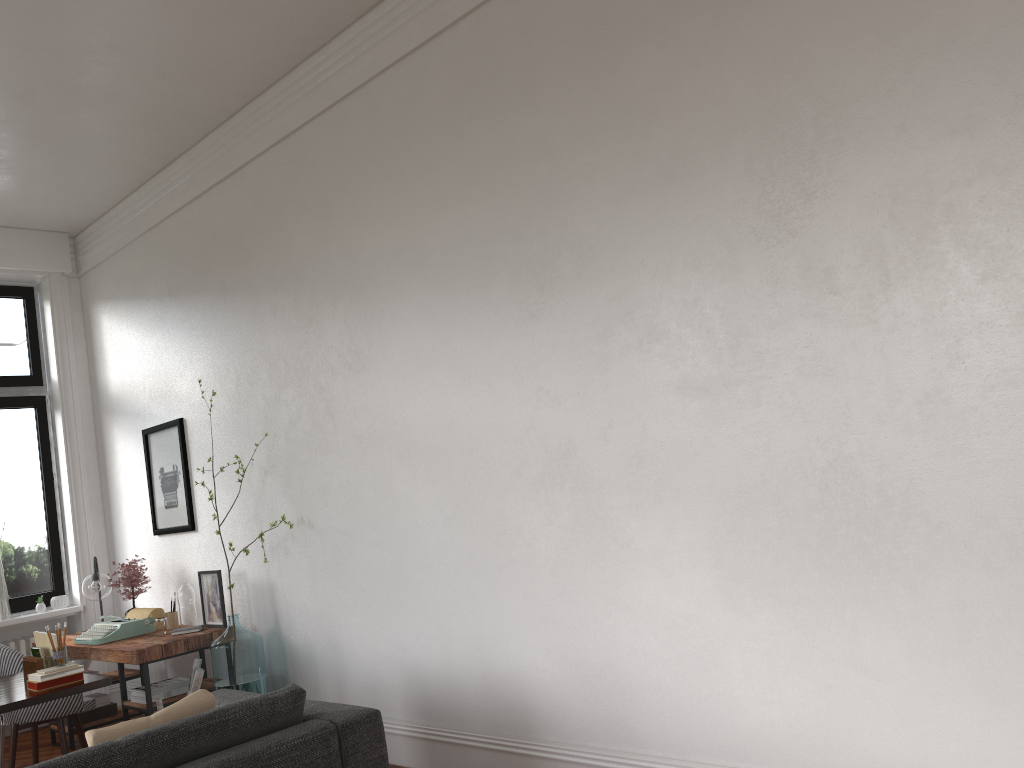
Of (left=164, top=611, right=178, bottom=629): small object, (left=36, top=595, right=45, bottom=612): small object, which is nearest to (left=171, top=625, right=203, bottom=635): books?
(left=164, top=611, right=178, bottom=629): small object

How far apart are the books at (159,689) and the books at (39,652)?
0.9m

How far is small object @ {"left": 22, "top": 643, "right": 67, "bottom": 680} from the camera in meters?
4.5

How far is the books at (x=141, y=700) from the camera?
5.33m

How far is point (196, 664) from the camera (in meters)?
5.39

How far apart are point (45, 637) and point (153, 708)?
0.9m

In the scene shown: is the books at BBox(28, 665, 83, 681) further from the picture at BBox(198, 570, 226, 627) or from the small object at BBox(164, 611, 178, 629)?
the small object at BBox(164, 611, 178, 629)

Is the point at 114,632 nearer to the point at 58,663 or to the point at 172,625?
the point at 172,625

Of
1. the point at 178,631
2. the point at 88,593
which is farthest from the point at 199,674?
the point at 88,593

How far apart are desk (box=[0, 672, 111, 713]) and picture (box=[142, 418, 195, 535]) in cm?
161
